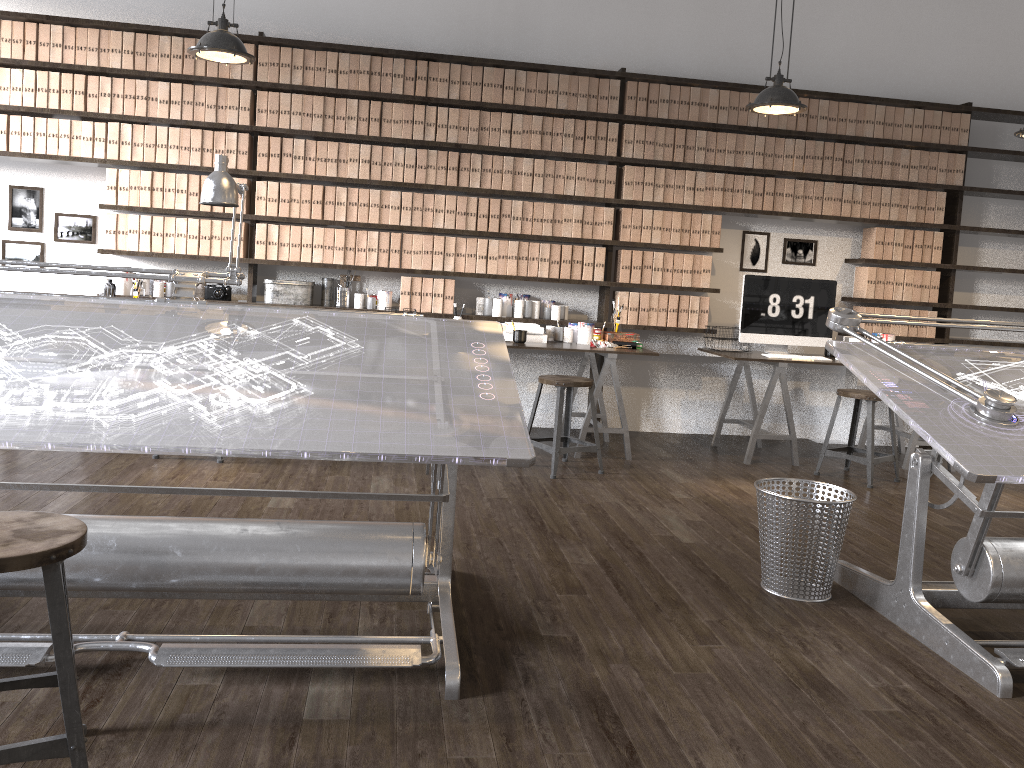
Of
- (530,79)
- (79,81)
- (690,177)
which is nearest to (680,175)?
(690,177)

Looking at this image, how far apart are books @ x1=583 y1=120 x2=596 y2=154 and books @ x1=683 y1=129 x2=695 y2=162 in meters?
0.6 m

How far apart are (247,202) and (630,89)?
2.5m

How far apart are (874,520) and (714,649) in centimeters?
203cm

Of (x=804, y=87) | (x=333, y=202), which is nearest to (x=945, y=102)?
(x=804, y=87)

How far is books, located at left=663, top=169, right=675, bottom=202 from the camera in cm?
582

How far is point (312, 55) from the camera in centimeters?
543cm

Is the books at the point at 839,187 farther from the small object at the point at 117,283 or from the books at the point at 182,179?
the small object at the point at 117,283

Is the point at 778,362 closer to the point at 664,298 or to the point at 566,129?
the point at 664,298

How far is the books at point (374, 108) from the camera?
5.5 meters
